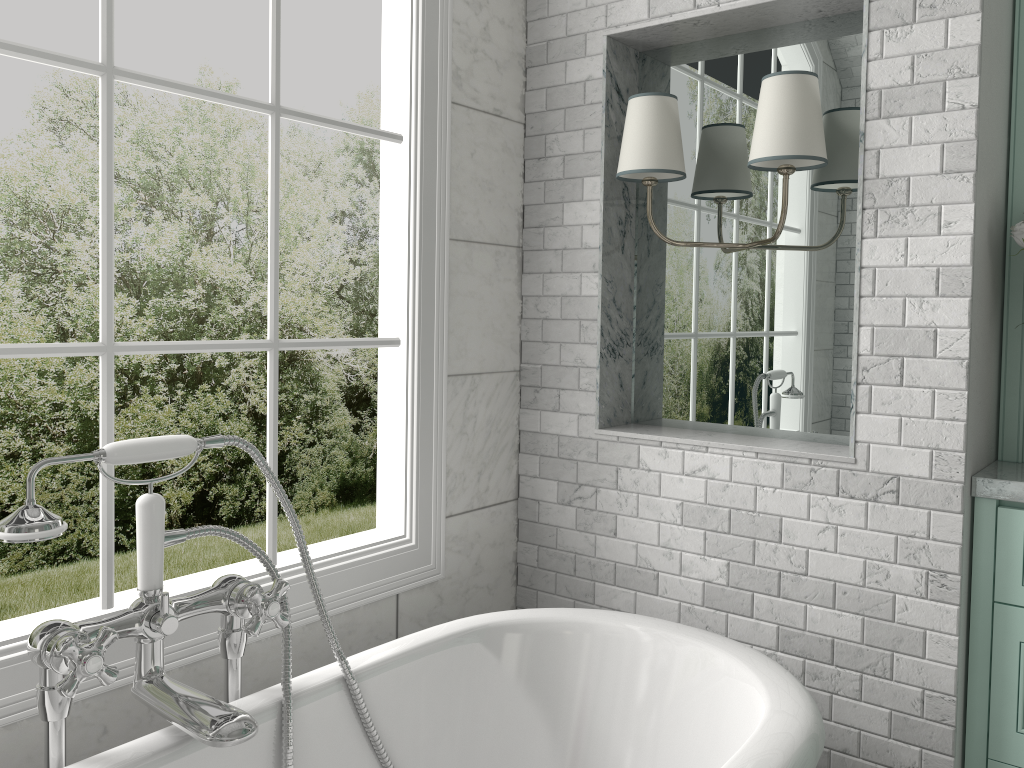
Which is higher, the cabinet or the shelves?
the shelves

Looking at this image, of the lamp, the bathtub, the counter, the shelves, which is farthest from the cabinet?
the lamp

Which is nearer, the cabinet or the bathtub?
the bathtub

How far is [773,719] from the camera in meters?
1.6

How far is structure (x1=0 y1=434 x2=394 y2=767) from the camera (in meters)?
1.38

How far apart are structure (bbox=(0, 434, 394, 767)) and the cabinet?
1.3m

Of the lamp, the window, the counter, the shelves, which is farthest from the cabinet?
the window

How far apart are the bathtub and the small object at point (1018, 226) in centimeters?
107cm

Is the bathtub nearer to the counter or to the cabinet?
the cabinet

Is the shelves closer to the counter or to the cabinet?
the counter
